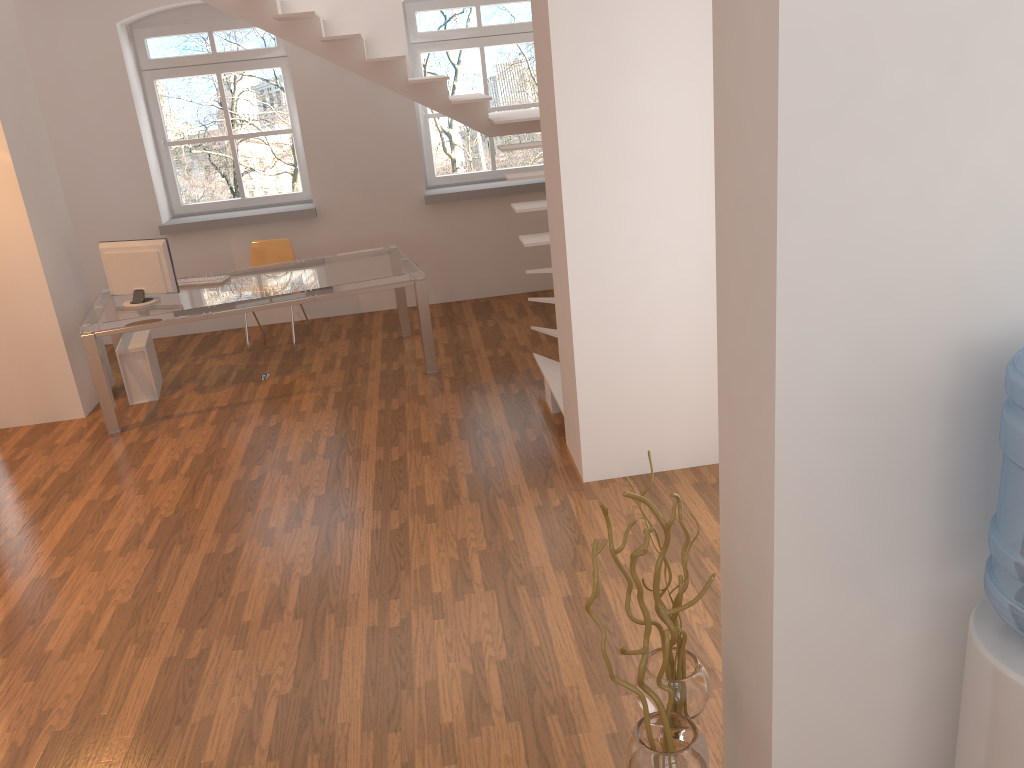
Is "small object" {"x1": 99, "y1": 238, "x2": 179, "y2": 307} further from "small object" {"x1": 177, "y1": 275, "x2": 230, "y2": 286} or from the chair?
the chair

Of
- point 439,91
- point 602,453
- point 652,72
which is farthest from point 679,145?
point 439,91

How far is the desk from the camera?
5.7m

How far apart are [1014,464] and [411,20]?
7.1 meters

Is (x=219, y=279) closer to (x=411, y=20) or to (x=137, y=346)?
(x=137, y=346)

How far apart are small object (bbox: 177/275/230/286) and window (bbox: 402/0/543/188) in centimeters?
245cm

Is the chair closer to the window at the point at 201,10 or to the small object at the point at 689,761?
the window at the point at 201,10

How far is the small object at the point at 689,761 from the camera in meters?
2.1

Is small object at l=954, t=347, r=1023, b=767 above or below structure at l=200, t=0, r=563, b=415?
below

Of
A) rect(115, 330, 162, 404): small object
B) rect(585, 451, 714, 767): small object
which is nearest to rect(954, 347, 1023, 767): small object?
rect(585, 451, 714, 767): small object
